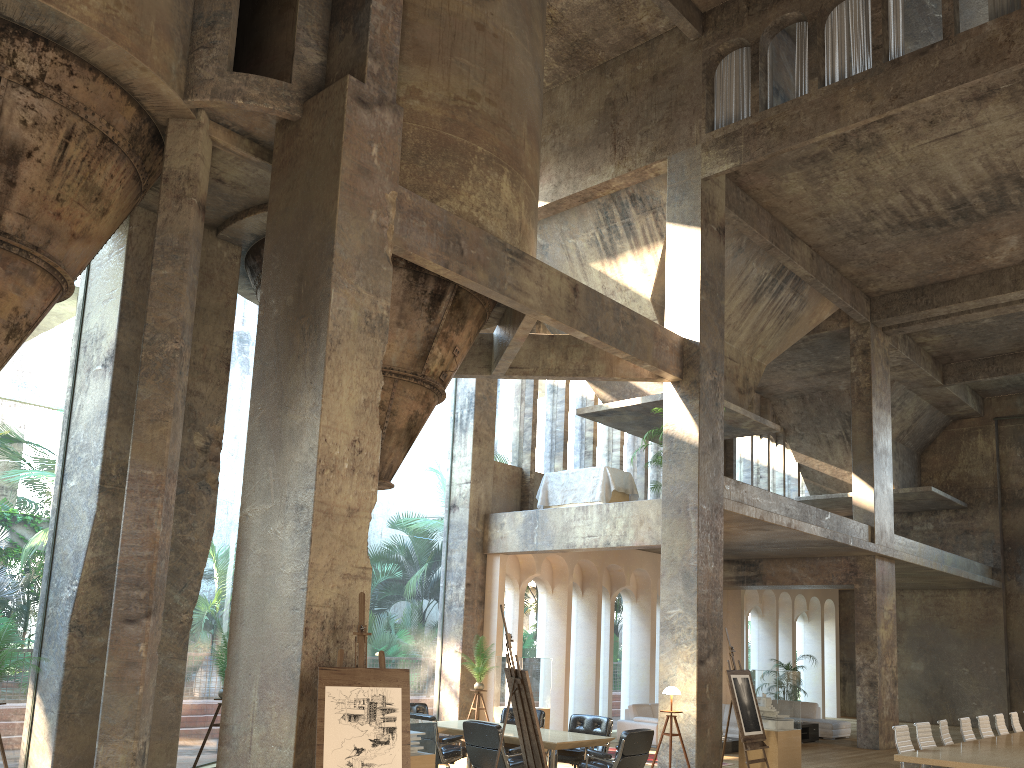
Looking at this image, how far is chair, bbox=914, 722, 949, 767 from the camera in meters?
10.3

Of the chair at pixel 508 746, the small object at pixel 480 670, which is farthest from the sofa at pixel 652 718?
the chair at pixel 508 746

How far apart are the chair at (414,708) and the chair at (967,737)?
7.1m

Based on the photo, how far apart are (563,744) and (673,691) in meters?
2.4

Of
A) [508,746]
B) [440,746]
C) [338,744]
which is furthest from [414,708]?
[338,744]

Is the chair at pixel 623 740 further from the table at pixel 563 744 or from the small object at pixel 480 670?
the small object at pixel 480 670

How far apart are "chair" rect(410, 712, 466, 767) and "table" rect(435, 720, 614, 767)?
0.1 meters

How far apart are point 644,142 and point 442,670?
9.5 meters

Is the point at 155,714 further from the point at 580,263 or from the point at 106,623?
the point at 580,263

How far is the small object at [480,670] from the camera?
13.85m
